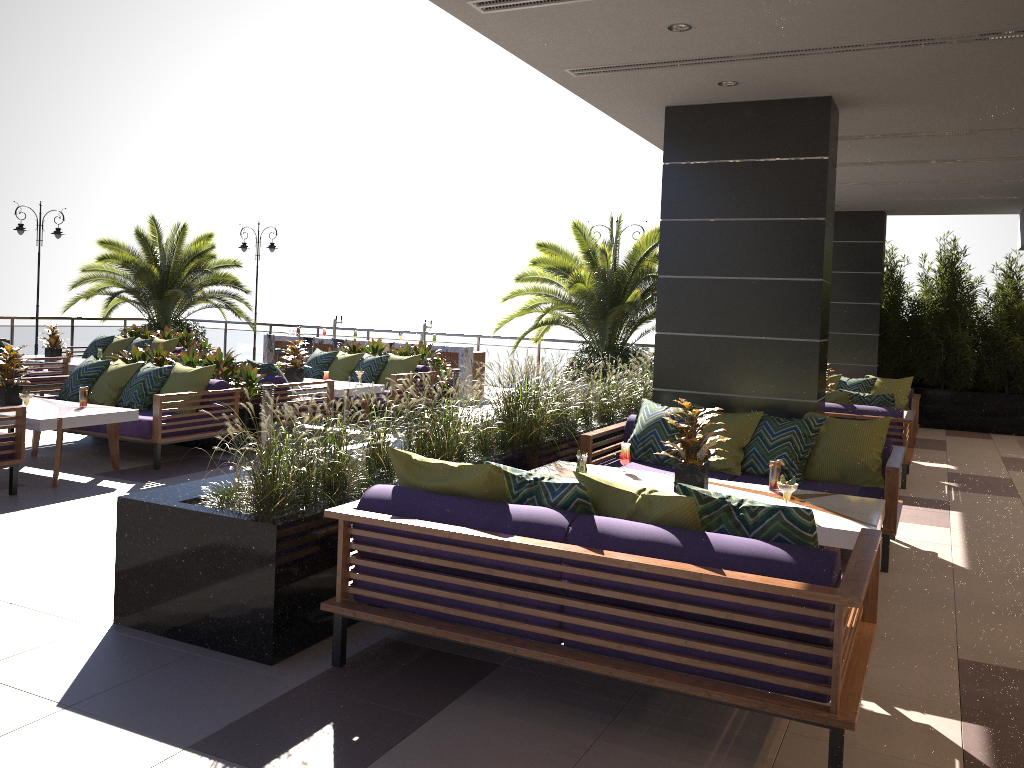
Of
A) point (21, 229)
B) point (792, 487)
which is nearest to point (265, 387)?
point (792, 487)

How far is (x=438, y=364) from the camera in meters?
12.5

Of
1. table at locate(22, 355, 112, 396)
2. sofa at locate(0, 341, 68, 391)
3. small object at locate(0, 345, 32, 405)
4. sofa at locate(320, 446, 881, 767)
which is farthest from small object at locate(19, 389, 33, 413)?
table at locate(22, 355, 112, 396)

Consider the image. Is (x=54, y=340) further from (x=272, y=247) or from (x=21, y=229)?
(x=272, y=247)

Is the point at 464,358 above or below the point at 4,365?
below

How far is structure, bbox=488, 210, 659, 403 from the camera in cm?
1300

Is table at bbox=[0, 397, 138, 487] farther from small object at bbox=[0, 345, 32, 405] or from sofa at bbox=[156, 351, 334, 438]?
sofa at bbox=[156, 351, 334, 438]

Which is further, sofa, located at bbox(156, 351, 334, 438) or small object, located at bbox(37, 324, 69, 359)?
small object, located at bbox(37, 324, 69, 359)

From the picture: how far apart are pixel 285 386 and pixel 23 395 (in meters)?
2.72

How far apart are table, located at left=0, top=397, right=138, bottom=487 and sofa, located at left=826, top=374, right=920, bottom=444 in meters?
8.5
